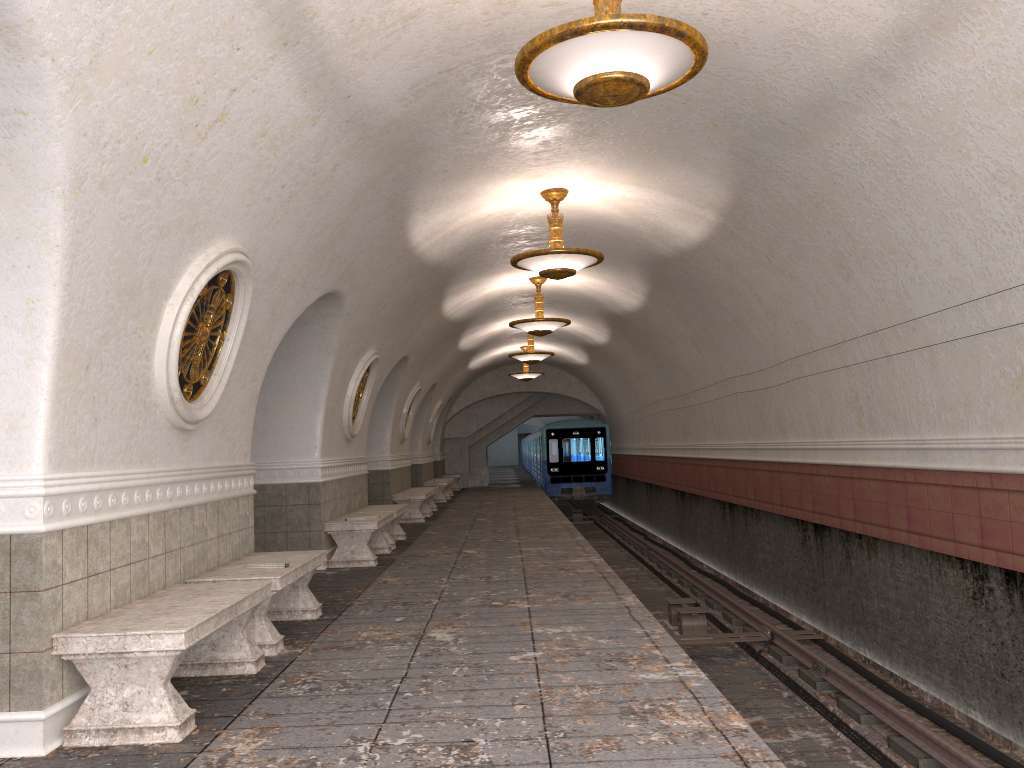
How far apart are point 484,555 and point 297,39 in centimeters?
721cm

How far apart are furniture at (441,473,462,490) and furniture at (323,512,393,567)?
17.0m

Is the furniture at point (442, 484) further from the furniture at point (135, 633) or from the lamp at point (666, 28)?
the lamp at point (666, 28)

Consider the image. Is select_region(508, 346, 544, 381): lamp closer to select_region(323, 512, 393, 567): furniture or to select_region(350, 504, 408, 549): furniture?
select_region(350, 504, 408, 549): furniture

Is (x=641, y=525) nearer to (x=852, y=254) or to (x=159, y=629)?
(x=852, y=254)

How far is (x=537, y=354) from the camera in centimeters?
1875cm

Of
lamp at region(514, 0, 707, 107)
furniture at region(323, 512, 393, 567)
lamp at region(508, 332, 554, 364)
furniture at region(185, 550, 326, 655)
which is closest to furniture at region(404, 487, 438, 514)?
lamp at region(508, 332, 554, 364)

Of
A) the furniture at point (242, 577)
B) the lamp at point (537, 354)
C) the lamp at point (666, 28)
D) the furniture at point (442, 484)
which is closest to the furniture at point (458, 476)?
the furniture at point (442, 484)

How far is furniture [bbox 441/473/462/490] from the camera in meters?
28.2 m

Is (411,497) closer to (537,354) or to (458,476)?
(537,354)
